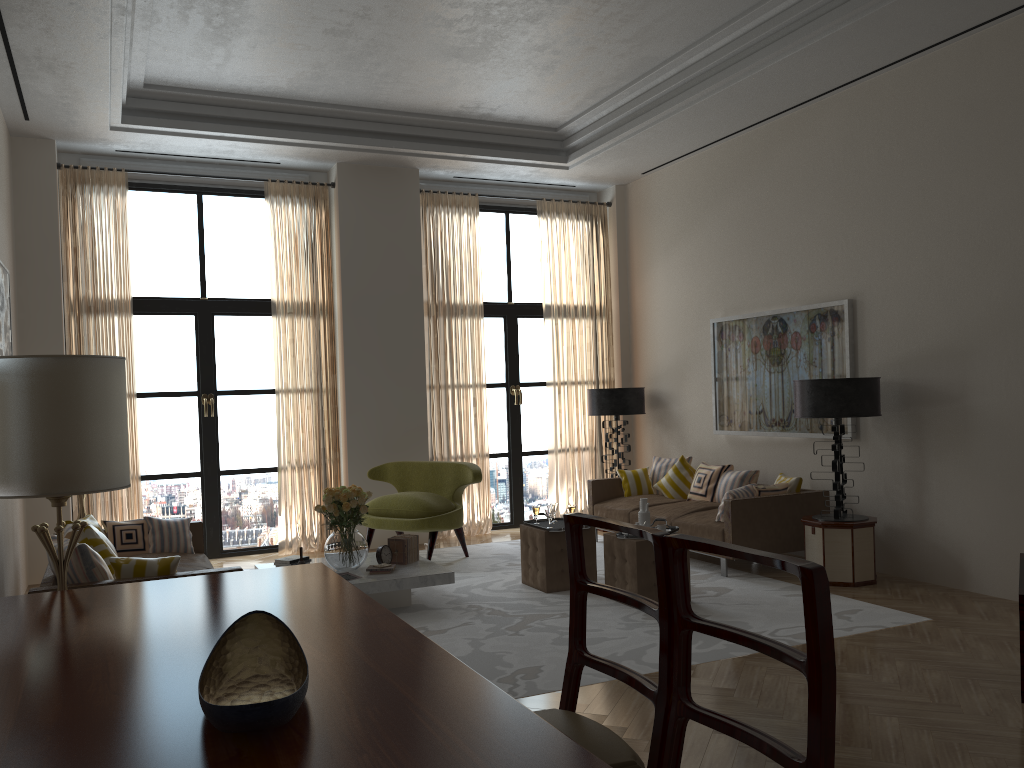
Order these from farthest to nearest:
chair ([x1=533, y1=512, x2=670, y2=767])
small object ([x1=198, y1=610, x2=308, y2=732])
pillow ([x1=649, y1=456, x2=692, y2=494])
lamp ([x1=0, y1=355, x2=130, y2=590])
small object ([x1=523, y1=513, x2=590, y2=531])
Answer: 1. pillow ([x1=649, y1=456, x2=692, y2=494])
2. small object ([x1=523, y1=513, x2=590, y2=531])
3. lamp ([x1=0, y1=355, x2=130, y2=590])
4. chair ([x1=533, y1=512, x2=670, y2=767])
5. small object ([x1=198, y1=610, x2=308, y2=732])

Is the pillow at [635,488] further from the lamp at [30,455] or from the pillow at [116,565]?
the lamp at [30,455]

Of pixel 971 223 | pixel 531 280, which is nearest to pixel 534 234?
pixel 531 280

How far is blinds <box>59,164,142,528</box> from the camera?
10.38m

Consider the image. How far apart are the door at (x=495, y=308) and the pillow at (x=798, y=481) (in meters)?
4.27

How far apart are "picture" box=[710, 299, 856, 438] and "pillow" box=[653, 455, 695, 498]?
0.57m

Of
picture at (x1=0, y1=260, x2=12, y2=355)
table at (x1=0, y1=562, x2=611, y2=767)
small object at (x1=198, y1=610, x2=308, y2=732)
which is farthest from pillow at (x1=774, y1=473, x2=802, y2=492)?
picture at (x1=0, y1=260, x2=12, y2=355)

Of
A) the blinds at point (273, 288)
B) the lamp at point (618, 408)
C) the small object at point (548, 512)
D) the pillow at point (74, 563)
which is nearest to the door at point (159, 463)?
the blinds at point (273, 288)

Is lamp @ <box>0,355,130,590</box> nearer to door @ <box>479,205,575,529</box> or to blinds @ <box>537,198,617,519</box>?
door @ <box>479,205,575,529</box>

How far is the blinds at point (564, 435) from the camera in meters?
13.0 m
